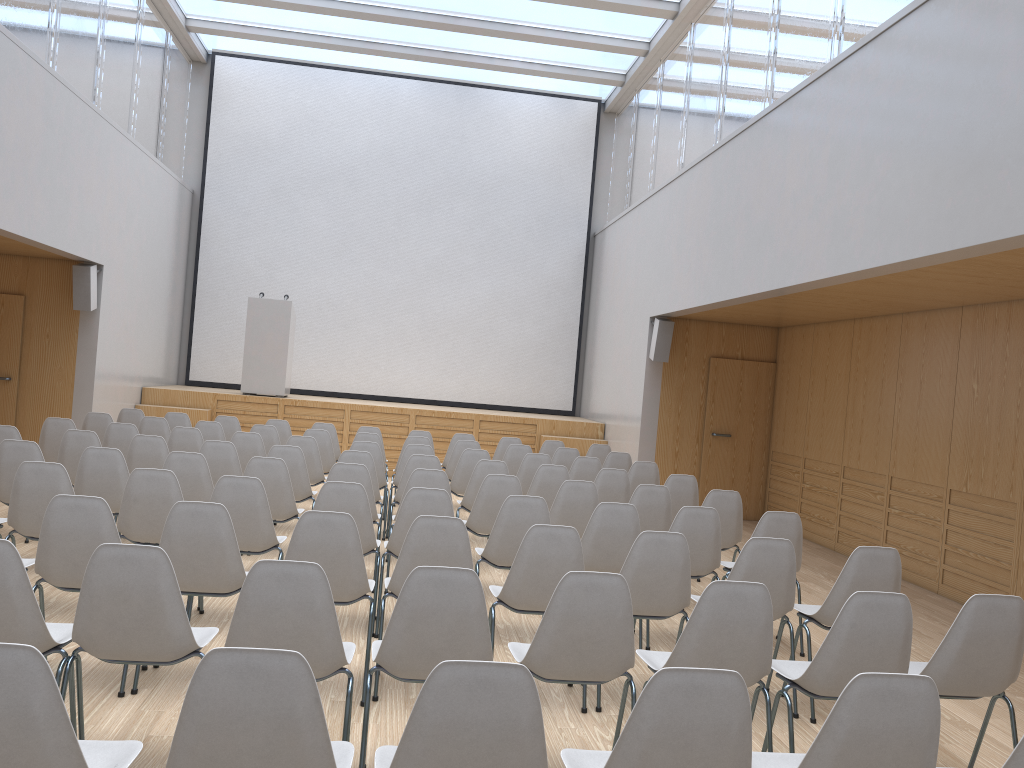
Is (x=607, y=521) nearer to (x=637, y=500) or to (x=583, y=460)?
(x=637, y=500)

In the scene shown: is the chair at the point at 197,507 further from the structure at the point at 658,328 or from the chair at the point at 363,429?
the structure at the point at 658,328

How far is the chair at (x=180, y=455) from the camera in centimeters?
582cm

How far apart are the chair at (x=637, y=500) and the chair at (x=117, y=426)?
4.4 meters

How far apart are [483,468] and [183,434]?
2.8 meters

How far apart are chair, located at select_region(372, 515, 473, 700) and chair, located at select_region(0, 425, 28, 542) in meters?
3.8 m

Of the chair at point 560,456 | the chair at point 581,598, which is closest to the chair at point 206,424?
the chair at point 560,456

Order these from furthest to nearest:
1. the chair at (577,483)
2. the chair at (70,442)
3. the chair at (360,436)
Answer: the chair at (360,436) → the chair at (70,442) → the chair at (577,483)

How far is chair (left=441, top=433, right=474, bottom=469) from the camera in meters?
10.1

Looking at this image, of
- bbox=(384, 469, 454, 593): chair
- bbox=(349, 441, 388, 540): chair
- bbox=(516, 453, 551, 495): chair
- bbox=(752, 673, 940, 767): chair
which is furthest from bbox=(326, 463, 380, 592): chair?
bbox=(752, 673, 940, 767): chair
